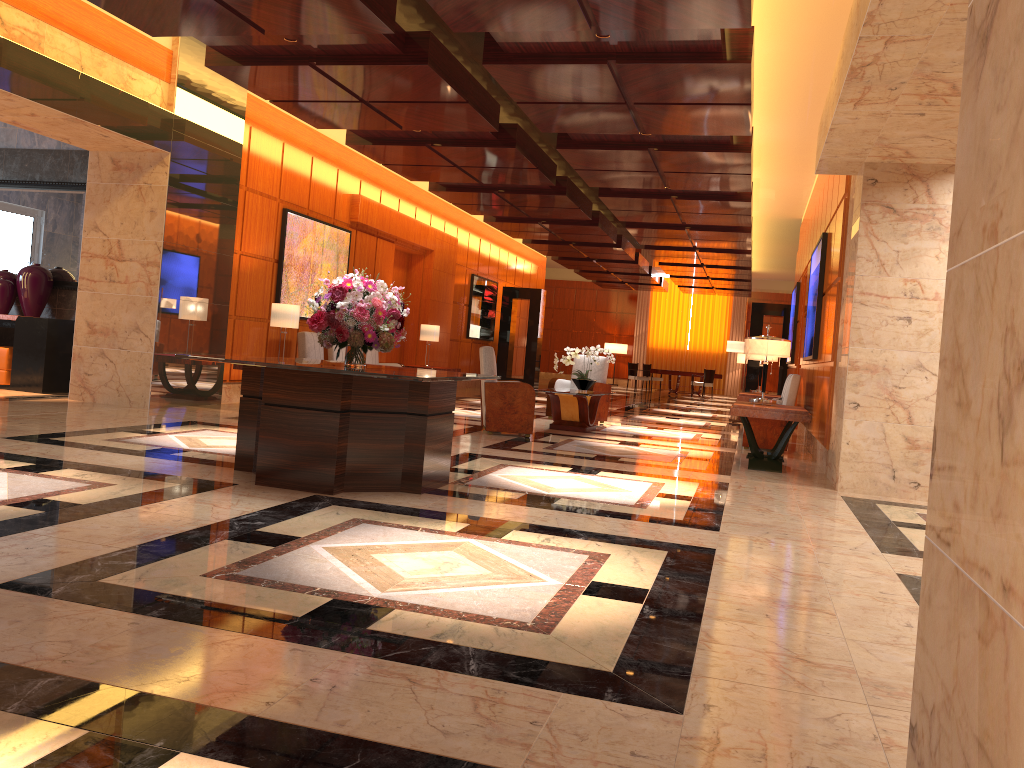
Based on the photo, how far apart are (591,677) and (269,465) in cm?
323

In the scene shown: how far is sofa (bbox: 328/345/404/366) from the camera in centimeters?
1401cm

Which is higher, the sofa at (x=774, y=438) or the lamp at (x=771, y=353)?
the lamp at (x=771, y=353)

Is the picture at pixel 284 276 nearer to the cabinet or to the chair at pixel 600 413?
the cabinet

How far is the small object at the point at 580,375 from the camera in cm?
1126

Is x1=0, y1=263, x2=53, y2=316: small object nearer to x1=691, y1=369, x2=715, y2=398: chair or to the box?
the box

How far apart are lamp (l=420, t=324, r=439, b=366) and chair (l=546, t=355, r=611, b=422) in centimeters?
334cm

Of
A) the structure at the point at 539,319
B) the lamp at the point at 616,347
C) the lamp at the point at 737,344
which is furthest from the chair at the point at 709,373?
the lamp at the point at 737,344

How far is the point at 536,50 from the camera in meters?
7.1 m

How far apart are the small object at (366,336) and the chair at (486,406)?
3.6 meters
